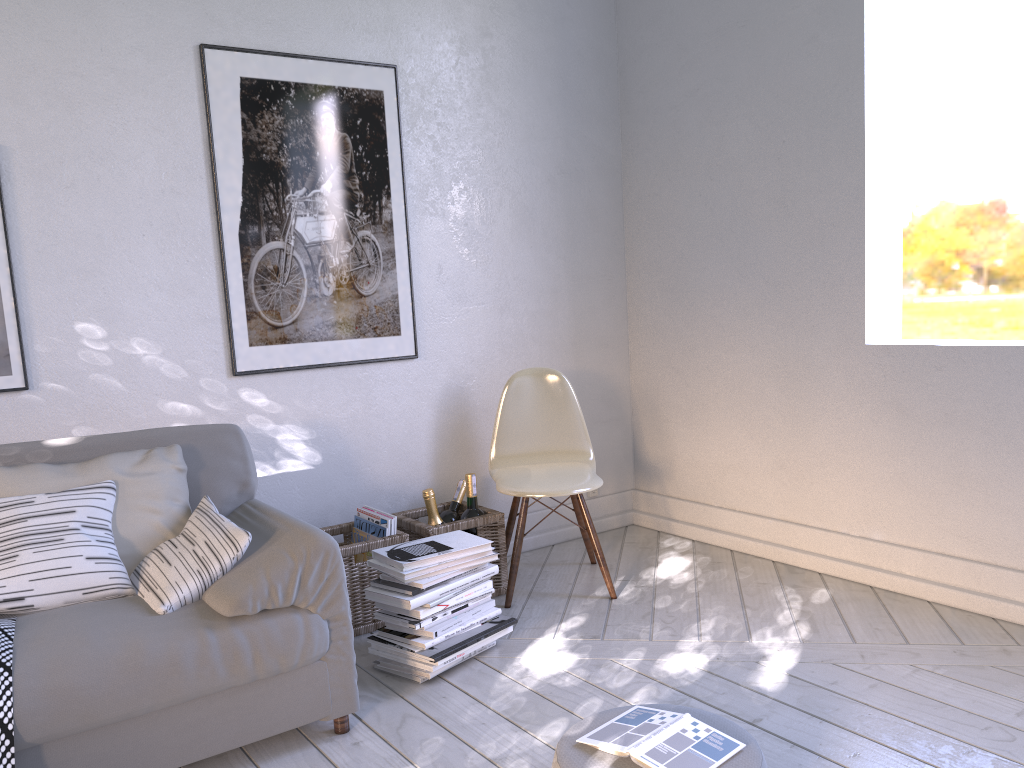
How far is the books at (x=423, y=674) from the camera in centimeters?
219cm

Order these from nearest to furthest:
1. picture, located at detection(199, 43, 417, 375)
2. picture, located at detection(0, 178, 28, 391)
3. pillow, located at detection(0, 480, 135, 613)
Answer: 1. pillow, located at detection(0, 480, 135, 613)
2. picture, located at detection(0, 178, 28, 391)
3. picture, located at detection(199, 43, 417, 375)

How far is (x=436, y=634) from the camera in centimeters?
219cm

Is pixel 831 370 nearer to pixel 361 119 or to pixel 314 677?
pixel 361 119

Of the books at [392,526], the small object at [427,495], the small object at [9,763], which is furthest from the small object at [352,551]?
the small object at [9,763]

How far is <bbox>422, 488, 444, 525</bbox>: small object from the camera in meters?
2.7

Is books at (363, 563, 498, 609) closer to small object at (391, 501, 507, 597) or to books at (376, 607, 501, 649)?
books at (376, 607, 501, 649)

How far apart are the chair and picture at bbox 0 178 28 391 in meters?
1.4

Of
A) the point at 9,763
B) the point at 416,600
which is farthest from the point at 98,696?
the point at 416,600

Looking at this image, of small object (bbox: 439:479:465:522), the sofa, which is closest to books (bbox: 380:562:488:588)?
the sofa
